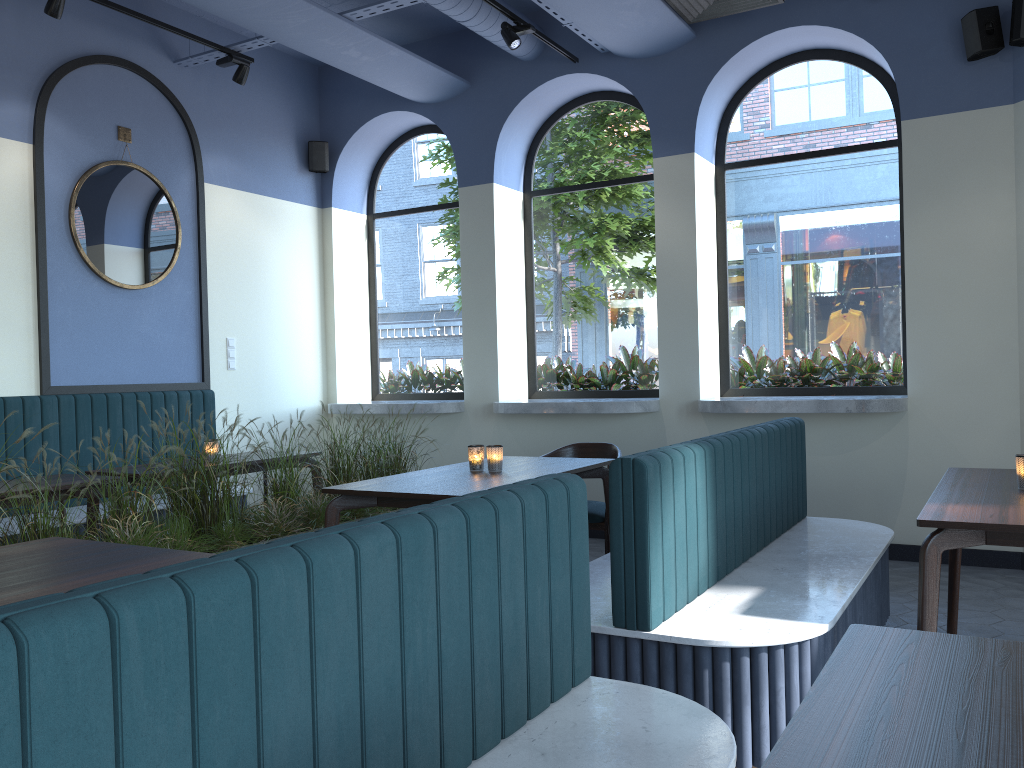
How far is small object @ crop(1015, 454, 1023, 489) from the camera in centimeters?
305cm

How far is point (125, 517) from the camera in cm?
353

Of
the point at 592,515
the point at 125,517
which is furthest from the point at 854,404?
the point at 125,517

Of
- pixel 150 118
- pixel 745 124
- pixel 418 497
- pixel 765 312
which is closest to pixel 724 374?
pixel 765 312

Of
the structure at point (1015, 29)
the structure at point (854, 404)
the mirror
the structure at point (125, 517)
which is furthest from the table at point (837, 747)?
the mirror

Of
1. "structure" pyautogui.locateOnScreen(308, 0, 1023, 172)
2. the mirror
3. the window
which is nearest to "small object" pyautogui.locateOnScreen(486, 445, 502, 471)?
the window

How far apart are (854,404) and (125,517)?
4.00m

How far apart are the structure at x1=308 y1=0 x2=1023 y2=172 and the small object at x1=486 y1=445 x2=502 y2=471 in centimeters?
361cm

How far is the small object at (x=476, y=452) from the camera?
4.1 meters

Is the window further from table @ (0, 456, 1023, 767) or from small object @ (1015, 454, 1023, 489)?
small object @ (1015, 454, 1023, 489)
